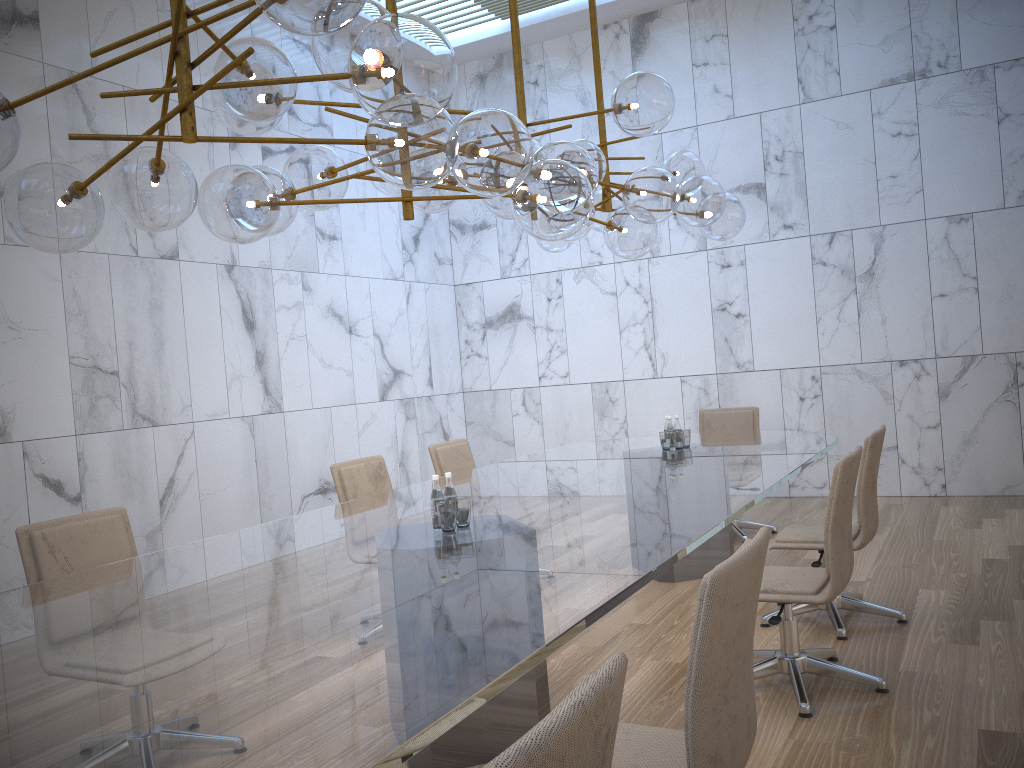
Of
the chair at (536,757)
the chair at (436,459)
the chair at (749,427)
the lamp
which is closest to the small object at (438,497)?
the lamp

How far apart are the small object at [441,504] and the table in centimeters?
3cm

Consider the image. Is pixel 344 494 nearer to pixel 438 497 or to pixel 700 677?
pixel 438 497

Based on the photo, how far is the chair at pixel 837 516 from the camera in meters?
3.5

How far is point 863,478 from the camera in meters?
4.3 m

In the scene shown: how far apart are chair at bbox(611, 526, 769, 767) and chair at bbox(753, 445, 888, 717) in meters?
1.4

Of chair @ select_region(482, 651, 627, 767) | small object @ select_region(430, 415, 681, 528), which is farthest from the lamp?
chair @ select_region(482, 651, 627, 767)

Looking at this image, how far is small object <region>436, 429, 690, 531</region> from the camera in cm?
341

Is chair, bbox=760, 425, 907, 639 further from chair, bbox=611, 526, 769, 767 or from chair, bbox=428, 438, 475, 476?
chair, bbox=611, 526, 769, 767

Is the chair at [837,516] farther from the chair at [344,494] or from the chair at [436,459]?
the chair at [436,459]
